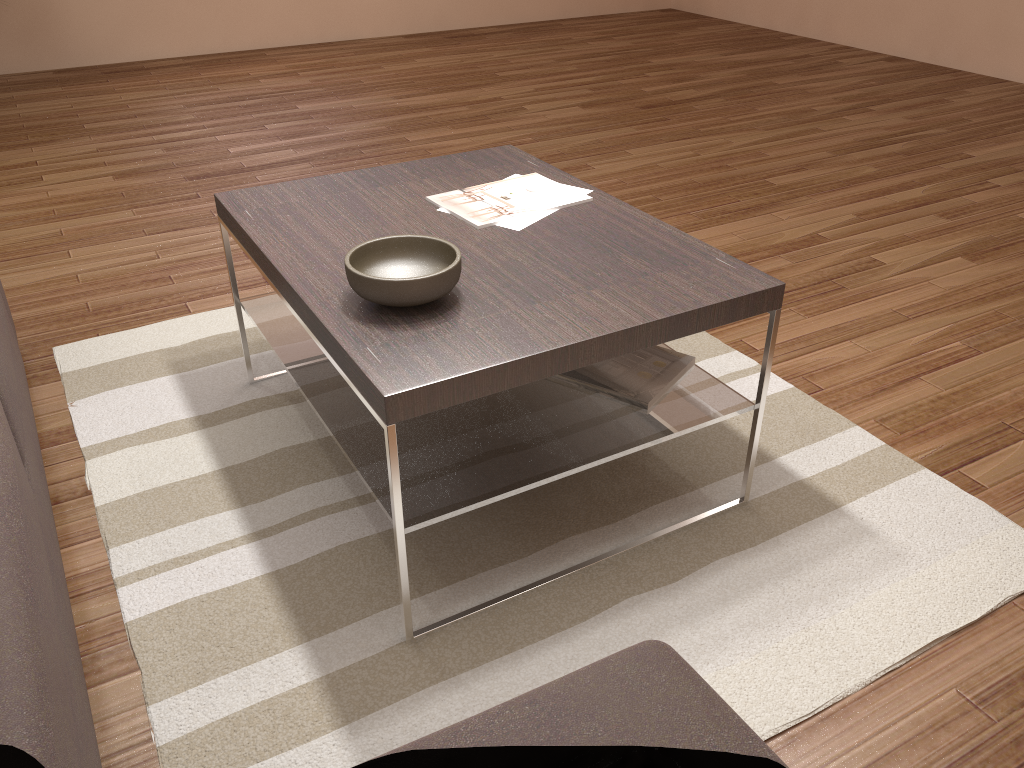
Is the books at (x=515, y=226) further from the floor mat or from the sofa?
the sofa

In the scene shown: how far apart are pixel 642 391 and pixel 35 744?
1.34m

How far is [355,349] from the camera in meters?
1.5 m

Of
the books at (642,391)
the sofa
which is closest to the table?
the books at (642,391)

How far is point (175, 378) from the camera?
2.5 meters

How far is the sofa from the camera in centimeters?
88cm

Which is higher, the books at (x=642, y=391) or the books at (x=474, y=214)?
the books at (x=474, y=214)

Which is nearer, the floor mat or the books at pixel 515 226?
the floor mat

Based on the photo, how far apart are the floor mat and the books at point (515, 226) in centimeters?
61cm

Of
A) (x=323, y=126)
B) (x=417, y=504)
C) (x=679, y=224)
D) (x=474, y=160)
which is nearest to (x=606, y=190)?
(x=679, y=224)
